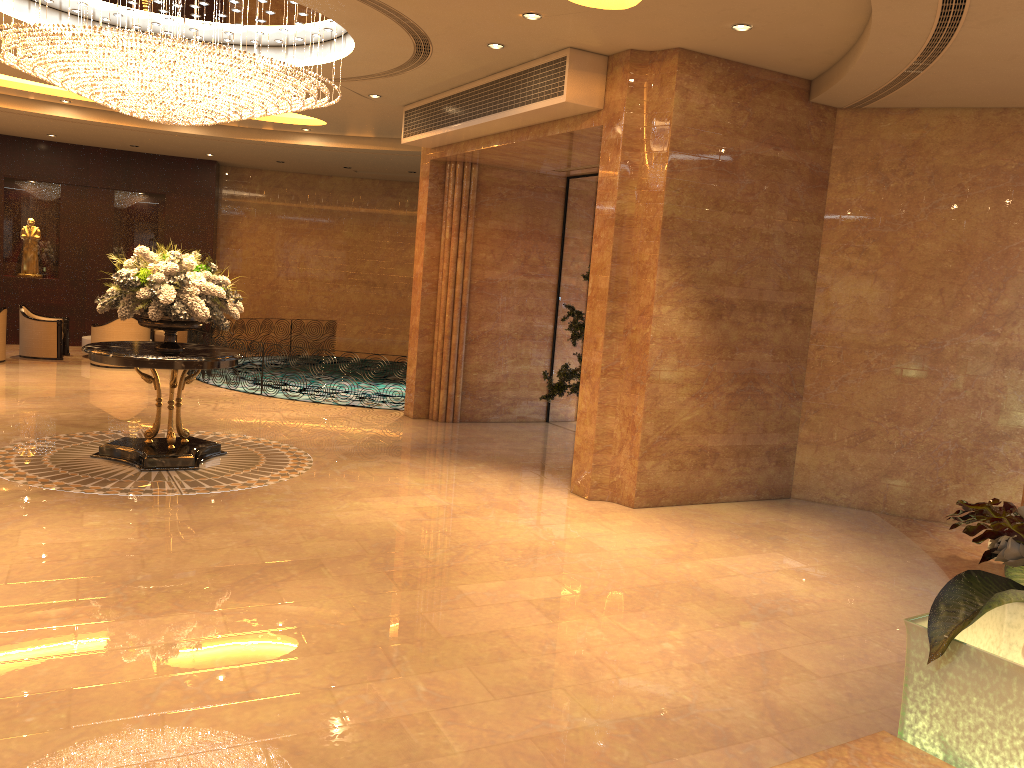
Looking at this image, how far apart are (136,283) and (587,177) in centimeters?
635cm

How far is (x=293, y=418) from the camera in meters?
11.6

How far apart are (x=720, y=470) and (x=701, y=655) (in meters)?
3.88

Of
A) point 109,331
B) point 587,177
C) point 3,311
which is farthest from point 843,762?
point 3,311

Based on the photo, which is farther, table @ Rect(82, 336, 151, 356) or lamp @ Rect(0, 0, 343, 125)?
table @ Rect(82, 336, 151, 356)

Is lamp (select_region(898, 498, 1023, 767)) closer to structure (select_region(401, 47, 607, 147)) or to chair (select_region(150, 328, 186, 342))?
structure (select_region(401, 47, 607, 147))

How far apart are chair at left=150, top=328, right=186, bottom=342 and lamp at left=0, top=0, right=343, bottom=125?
8.45m

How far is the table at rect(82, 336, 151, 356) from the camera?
16.06m

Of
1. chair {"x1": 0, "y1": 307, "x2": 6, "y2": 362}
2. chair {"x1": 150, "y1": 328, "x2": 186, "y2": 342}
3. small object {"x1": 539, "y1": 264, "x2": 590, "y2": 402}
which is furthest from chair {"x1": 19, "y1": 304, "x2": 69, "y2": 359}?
small object {"x1": 539, "y1": 264, "x2": 590, "y2": 402}

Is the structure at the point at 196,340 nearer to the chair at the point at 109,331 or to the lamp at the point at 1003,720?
the chair at the point at 109,331
